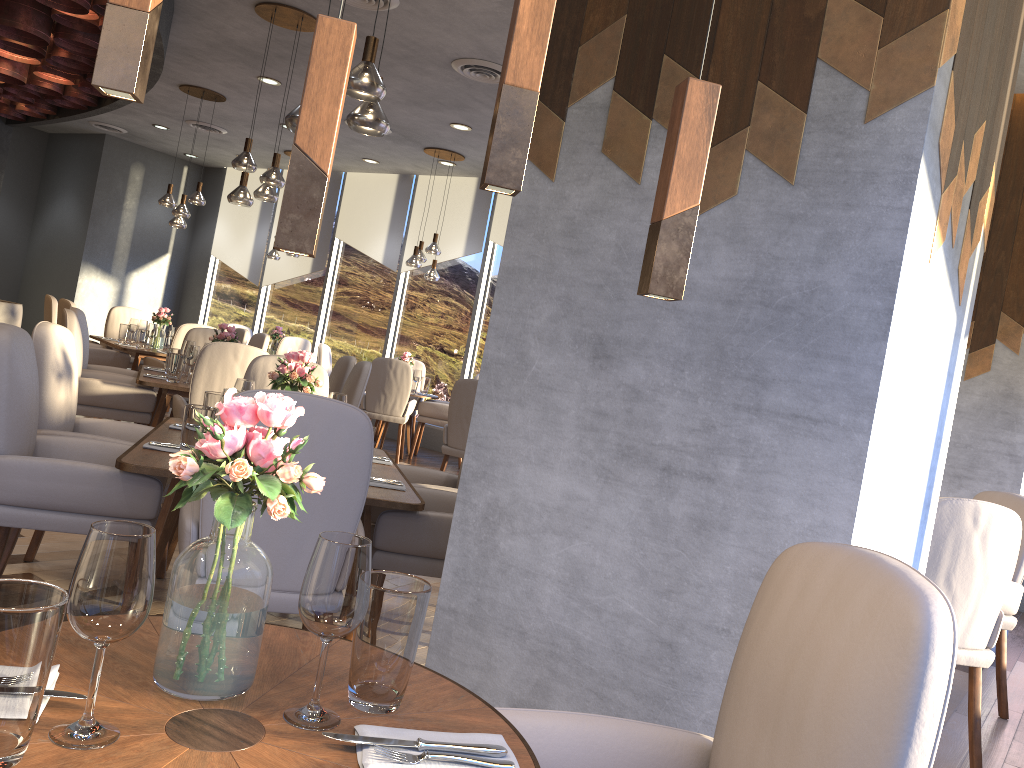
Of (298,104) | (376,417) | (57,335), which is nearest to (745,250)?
(57,335)

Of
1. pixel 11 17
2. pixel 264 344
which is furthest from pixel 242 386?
pixel 264 344

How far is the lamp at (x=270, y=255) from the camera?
10.7m

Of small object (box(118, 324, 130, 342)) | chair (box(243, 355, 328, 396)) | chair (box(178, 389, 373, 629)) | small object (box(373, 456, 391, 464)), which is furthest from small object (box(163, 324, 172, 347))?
chair (box(178, 389, 373, 629))

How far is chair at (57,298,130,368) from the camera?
7.8m

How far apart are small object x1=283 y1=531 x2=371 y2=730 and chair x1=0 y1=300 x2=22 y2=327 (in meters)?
8.80

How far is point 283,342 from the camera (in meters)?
10.16

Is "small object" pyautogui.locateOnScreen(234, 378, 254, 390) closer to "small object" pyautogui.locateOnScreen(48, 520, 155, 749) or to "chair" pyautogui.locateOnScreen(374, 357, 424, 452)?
"small object" pyautogui.locateOnScreen(48, 520, 155, 749)

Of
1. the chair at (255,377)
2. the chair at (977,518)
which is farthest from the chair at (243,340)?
the chair at (977,518)

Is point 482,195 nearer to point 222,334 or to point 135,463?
point 222,334
